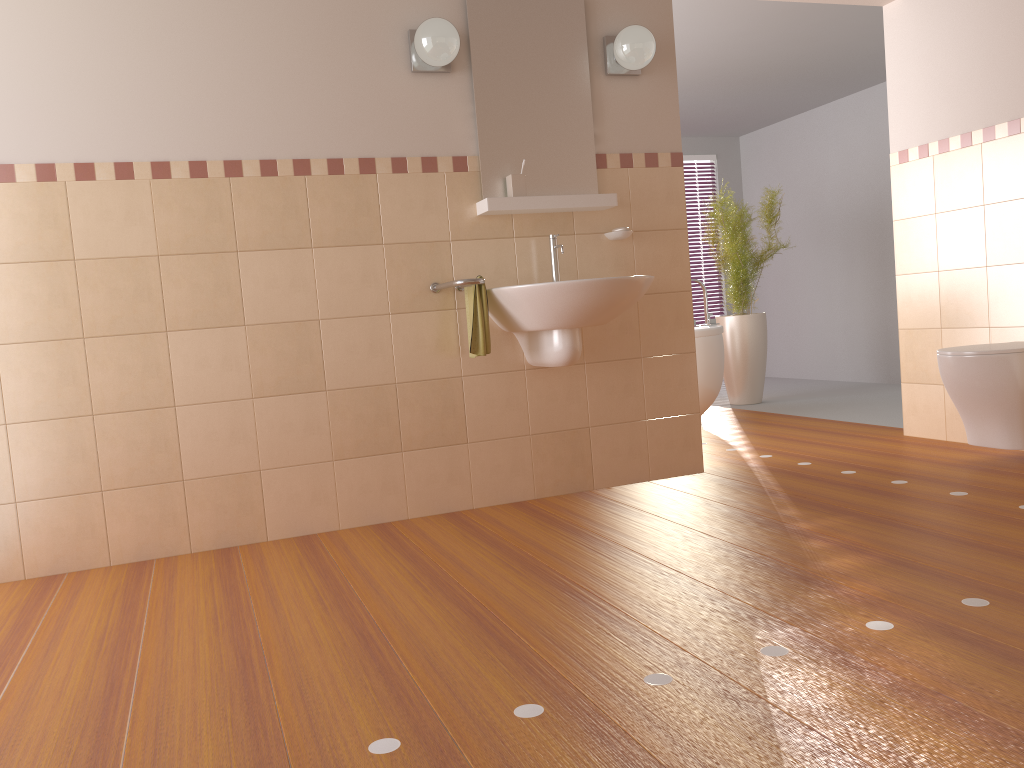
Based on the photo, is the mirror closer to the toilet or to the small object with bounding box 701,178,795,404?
the toilet

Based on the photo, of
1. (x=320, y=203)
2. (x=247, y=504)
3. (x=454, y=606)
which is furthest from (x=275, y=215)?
(x=454, y=606)

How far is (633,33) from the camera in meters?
3.5

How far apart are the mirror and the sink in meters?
0.2 m

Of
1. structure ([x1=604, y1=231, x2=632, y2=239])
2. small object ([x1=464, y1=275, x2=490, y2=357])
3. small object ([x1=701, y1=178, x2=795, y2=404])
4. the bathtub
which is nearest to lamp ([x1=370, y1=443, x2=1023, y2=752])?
small object ([x1=464, y1=275, x2=490, y2=357])

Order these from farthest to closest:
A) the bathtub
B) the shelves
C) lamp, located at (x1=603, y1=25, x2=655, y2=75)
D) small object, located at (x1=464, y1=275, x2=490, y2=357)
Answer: the bathtub, lamp, located at (x1=603, y1=25, x2=655, y2=75), the shelves, small object, located at (x1=464, y1=275, x2=490, y2=357)

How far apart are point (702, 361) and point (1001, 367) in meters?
2.0 m

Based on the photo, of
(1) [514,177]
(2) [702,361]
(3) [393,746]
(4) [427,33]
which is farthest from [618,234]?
(3) [393,746]

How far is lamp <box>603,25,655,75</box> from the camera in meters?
3.5

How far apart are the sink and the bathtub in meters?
1.9 m
